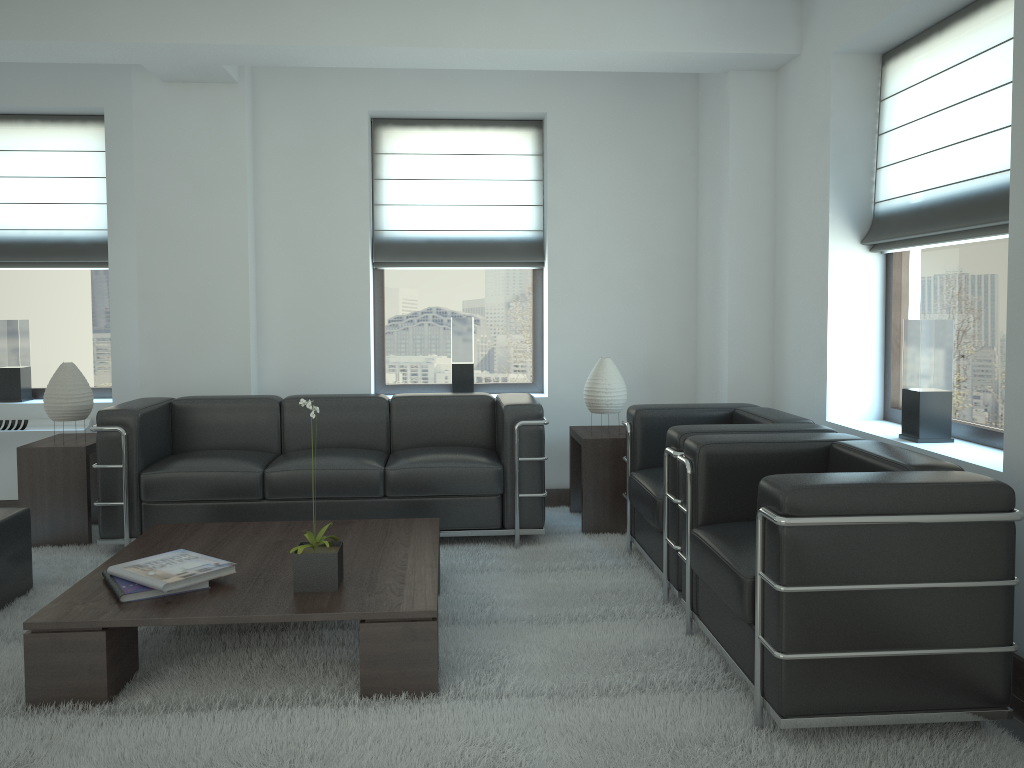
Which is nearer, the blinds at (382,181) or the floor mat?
the floor mat

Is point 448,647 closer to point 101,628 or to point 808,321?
point 101,628

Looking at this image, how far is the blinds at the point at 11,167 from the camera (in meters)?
8.39

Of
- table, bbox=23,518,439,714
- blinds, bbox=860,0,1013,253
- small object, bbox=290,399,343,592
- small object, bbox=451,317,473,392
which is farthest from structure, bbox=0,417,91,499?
blinds, bbox=860,0,1013,253

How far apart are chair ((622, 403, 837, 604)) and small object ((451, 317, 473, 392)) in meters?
2.3 m

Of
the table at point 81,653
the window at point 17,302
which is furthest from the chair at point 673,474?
the window at point 17,302

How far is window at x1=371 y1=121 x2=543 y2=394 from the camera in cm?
888

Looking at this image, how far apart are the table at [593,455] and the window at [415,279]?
1.1m

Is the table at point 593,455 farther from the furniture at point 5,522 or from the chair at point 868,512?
the furniture at point 5,522

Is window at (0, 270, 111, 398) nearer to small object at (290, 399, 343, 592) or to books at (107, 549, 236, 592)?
books at (107, 549, 236, 592)
